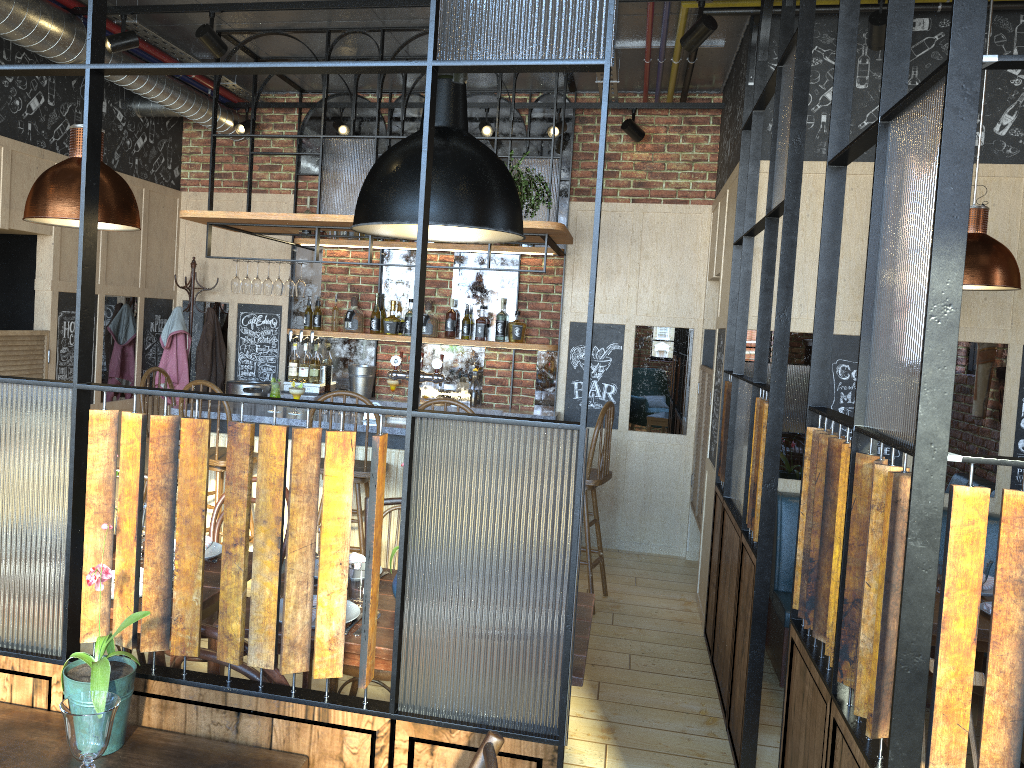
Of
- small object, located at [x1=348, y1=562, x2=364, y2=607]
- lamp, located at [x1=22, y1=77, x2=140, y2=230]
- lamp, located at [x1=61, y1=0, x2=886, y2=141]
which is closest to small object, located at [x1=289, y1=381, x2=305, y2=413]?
lamp, located at [x1=61, y1=0, x2=886, y2=141]

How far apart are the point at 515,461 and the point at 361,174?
3.93m

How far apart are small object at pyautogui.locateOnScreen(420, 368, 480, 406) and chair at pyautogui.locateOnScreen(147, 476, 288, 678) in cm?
313

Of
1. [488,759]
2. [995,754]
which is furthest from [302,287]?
[995,754]

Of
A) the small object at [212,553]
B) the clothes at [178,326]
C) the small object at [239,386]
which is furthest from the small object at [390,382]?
the small object at [212,553]

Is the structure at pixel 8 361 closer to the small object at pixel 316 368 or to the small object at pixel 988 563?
the small object at pixel 316 368

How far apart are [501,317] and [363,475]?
2.1m

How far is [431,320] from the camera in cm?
655

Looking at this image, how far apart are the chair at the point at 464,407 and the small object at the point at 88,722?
3.2 meters

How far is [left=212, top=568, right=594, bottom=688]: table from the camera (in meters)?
2.34
